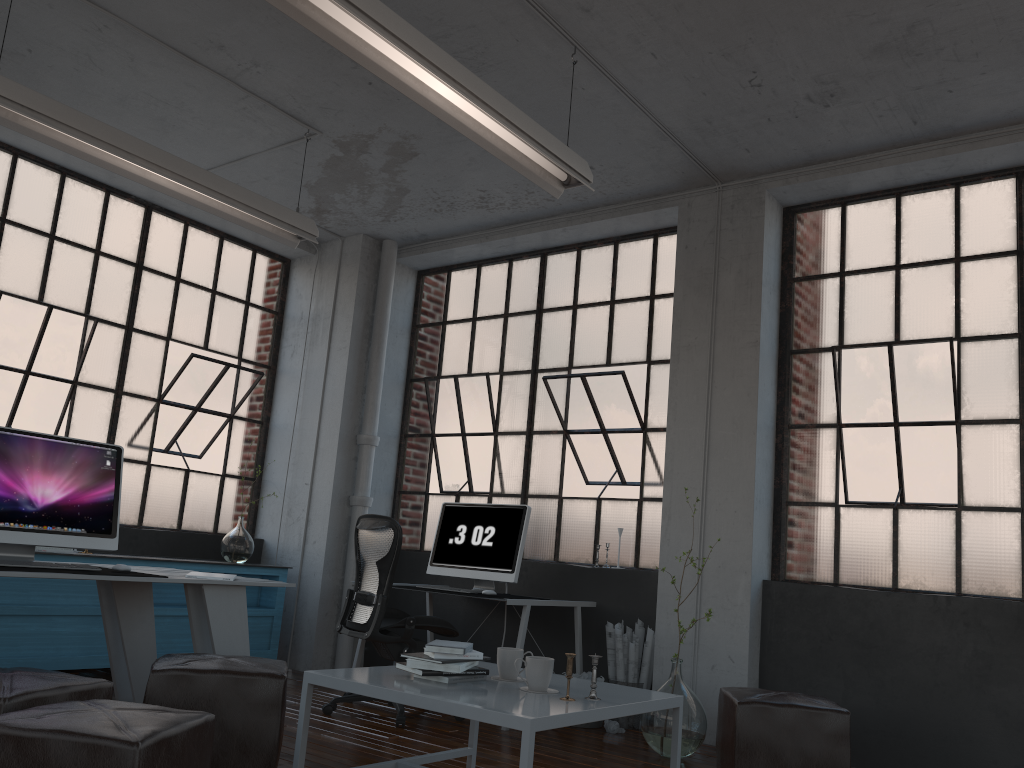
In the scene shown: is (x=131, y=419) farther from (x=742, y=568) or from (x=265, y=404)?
(x=742, y=568)

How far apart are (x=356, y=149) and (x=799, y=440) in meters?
3.2

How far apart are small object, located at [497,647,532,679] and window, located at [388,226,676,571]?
2.4m

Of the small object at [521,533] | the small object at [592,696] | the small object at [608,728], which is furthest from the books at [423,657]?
the small object at [608,728]

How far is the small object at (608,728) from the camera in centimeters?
485cm

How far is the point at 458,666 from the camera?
3.04m

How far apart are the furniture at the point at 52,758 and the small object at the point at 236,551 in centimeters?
379cm

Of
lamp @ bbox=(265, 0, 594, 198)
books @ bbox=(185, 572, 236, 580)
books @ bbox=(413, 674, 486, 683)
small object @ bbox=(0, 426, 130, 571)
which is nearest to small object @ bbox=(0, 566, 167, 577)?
small object @ bbox=(0, 426, 130, 571)

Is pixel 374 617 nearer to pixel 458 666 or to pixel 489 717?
pixel 458 666

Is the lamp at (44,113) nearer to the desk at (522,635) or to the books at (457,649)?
the desk at (522,635)
